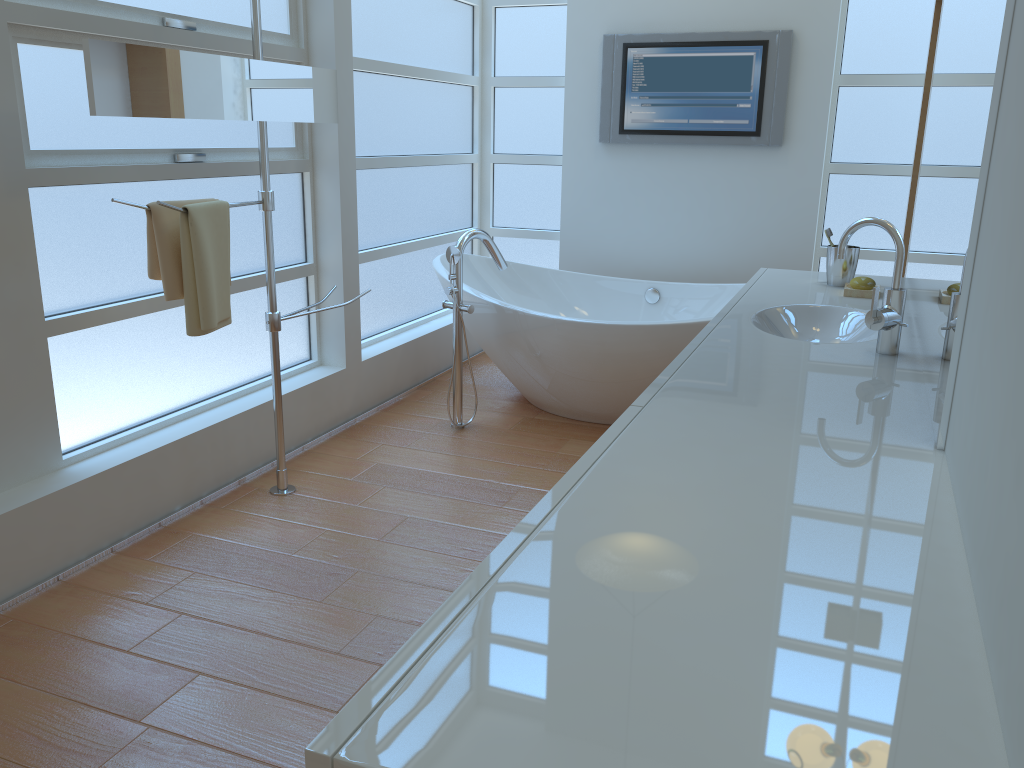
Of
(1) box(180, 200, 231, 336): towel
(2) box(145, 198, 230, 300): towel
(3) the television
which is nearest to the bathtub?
(3) the television

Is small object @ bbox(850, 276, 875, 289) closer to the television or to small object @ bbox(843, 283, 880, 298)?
small object @ bbox(843, 283, 880, 298)

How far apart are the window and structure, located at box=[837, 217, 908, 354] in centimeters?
201cm

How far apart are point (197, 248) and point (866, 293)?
1.8m

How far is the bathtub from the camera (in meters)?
3.44

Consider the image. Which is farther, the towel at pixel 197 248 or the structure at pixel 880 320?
the towel at pixel 197 248

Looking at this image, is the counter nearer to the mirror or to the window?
the mirror

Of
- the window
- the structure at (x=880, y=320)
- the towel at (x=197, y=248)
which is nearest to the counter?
the structure at (x=880, y=320)

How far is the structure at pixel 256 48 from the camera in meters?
2.6 m

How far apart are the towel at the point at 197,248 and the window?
0.3m
